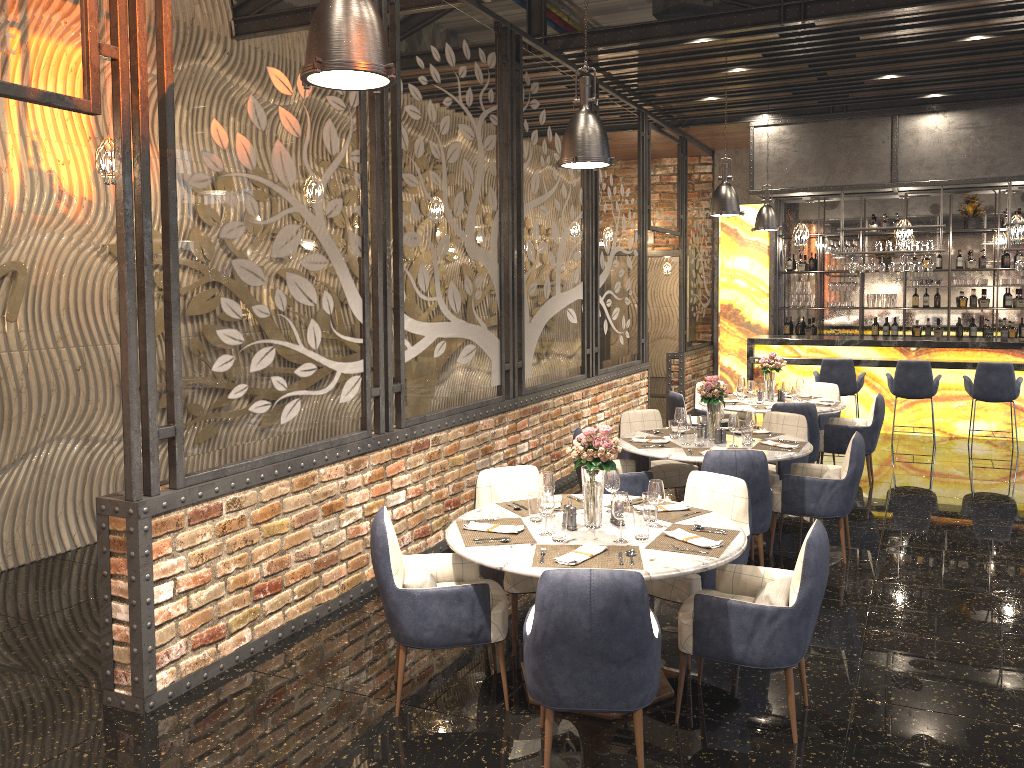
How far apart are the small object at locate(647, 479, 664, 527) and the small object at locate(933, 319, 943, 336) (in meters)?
10.62

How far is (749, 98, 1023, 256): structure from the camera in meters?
10.4

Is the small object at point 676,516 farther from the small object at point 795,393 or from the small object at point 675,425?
the small object at point 795,393

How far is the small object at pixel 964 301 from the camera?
12.9m

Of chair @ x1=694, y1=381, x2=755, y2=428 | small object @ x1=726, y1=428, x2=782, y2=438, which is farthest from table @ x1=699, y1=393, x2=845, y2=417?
small object @ x1=726, y1=428, x2=782, y2=438

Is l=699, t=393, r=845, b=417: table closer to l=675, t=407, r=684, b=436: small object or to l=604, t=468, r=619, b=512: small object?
l=675, t=407, r=684, b=436: small object

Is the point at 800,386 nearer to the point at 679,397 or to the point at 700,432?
the point at 679,397

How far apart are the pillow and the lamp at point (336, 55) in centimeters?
433cm

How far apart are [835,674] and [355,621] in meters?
2.6 m

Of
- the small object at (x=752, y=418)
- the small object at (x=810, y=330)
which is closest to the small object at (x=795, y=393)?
the small object at (x=752, y=418)
